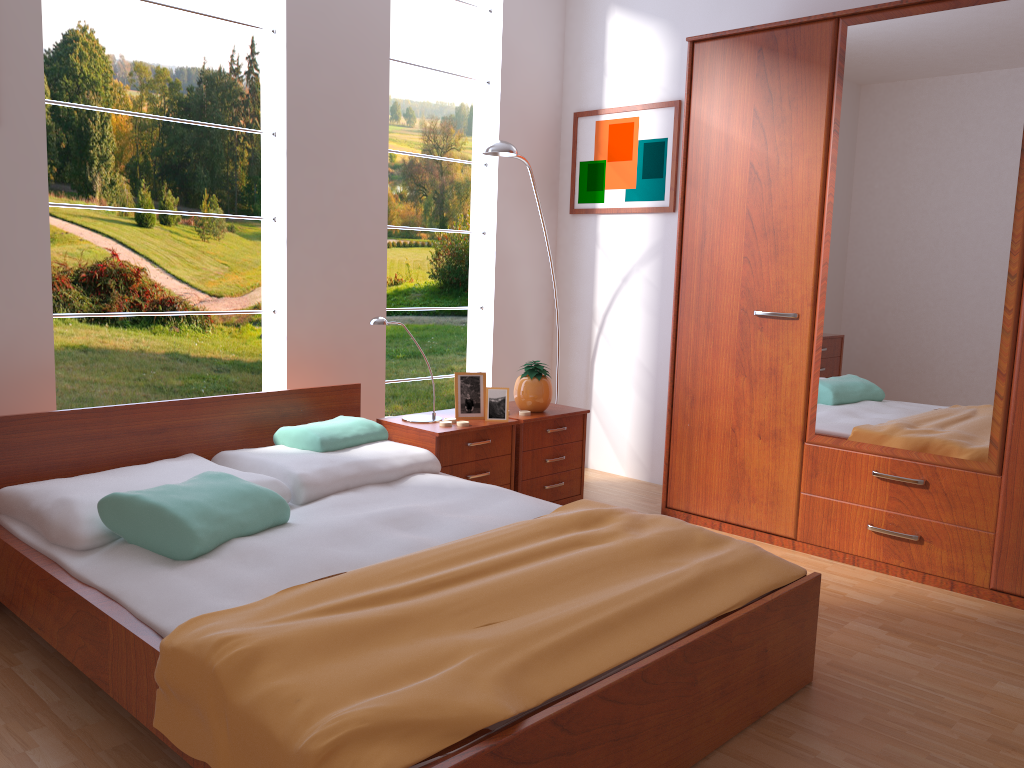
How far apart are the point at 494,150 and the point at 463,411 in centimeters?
113cm

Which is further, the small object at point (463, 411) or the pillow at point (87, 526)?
the small object at point (463, 411)

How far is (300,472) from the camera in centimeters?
279cm

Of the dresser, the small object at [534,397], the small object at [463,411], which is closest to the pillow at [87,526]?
the small object at [463,411]

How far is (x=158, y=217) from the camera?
5.25m

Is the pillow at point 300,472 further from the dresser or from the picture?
the picture

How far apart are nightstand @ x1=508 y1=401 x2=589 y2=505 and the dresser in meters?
0.4

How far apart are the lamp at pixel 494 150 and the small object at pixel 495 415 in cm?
104

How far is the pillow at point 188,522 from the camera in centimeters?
219cm

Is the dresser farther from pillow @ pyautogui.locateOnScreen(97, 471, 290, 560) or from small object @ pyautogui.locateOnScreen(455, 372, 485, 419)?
pillow @ pyautogui.locateOnScreen(97, 471, 290, 560)
